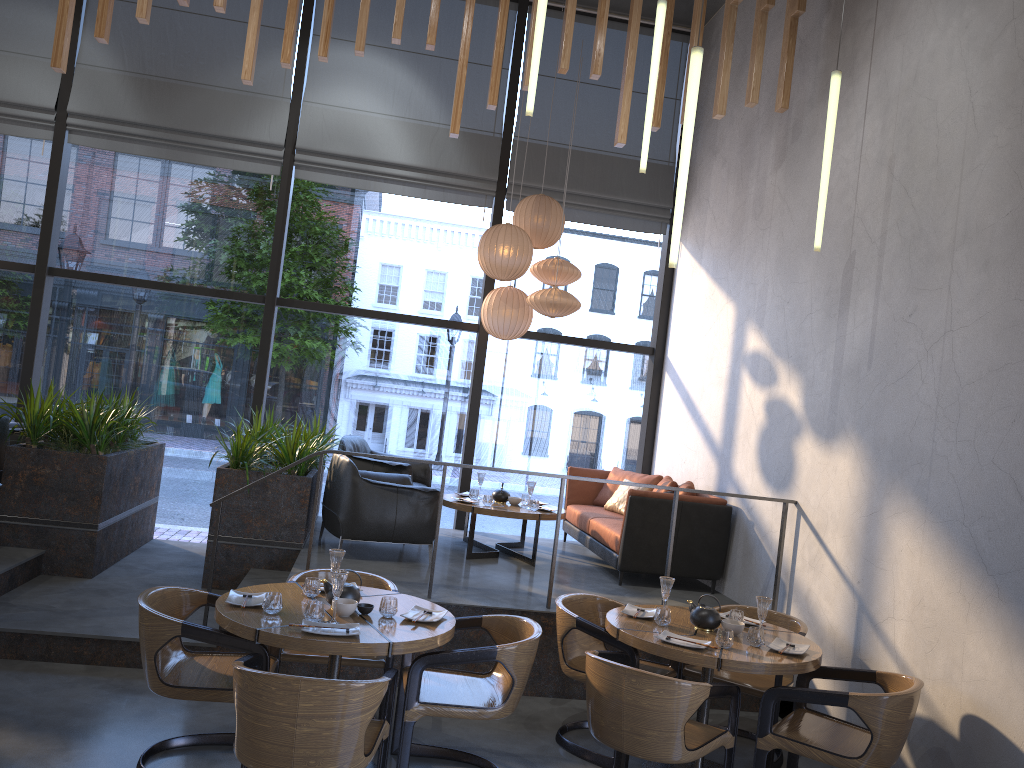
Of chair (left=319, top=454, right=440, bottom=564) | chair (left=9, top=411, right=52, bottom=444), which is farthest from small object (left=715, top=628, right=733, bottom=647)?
chair (left=9, top=411, right=52, bottom=444)

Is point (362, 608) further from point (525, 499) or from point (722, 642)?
point (525, 499)

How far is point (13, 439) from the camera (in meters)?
7.24

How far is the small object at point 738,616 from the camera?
4.7m

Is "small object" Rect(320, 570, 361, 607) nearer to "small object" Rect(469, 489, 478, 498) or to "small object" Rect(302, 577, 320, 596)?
"small object" Rect(302, 577, 320, 596)

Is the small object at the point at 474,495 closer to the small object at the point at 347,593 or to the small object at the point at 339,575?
the small object at the point at 347,593

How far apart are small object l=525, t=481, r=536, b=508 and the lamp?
3.1m

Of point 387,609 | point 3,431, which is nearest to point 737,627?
point 387,609

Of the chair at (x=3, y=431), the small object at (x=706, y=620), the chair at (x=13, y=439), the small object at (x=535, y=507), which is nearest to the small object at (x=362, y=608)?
the small object at (x=706, y=620)

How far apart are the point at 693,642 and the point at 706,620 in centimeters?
37cm
